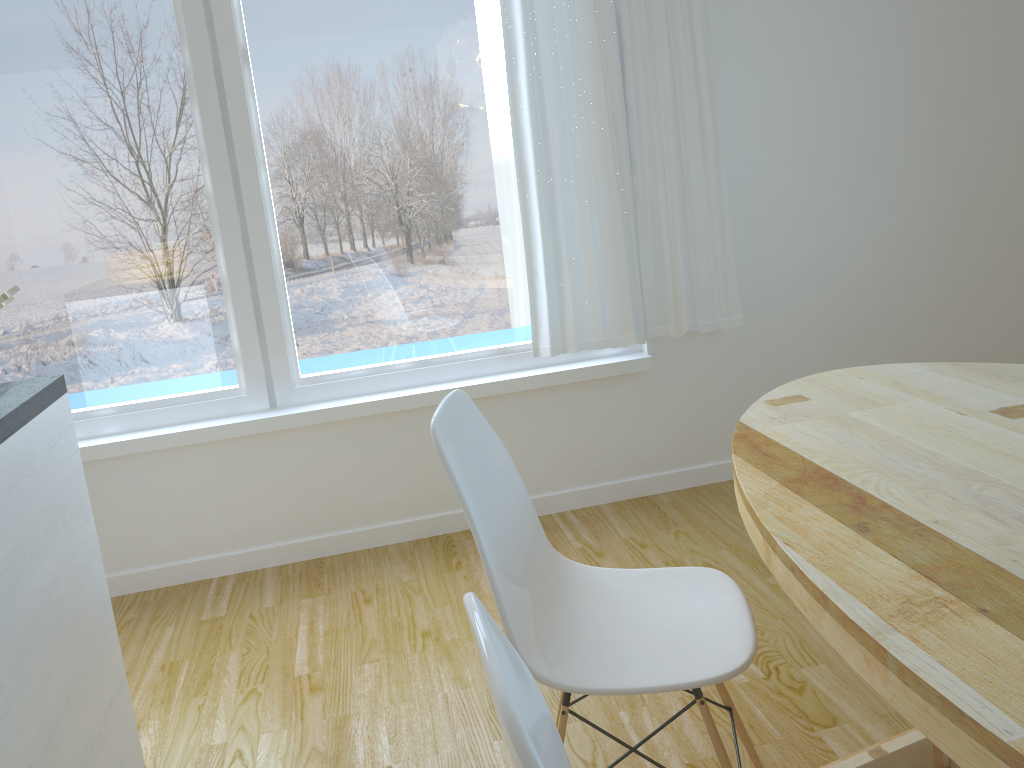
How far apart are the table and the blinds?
1.1 meters

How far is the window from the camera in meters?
2.8 m

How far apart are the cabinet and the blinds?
1.6 meters

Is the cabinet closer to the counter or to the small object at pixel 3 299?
the counter

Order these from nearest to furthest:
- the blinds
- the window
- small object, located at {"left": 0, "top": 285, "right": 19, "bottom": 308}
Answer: small object, located at {"left": 0, "top": 285, "right": 19, "bottom": 308}
the window
the blinds

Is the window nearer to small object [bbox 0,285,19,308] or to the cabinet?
the cabinet

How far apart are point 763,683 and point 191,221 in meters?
2.3

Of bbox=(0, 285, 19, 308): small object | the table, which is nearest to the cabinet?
bbox=(0, 285, 19, 308): small object

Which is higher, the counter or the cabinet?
the counter

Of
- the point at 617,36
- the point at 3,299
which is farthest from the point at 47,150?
the point at 617,36
